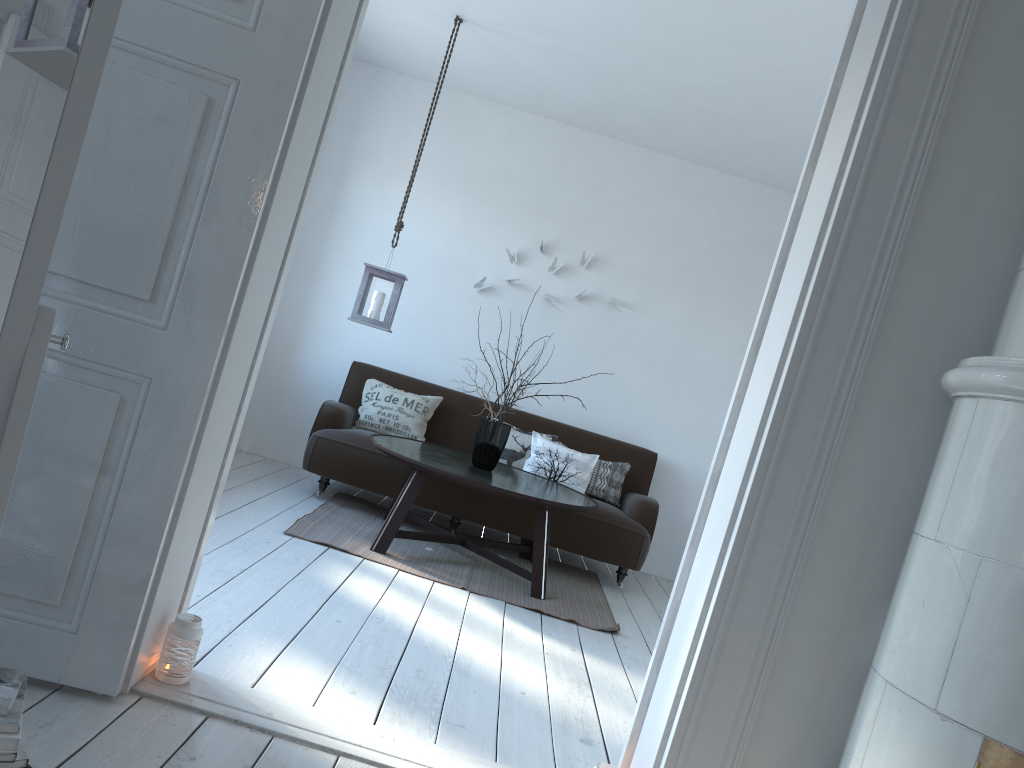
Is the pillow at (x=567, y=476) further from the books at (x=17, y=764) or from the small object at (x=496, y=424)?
the books at (x=17, y=764)

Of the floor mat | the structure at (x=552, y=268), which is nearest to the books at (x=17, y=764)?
the floor mat

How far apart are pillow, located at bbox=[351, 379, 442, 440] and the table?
0.4 meters

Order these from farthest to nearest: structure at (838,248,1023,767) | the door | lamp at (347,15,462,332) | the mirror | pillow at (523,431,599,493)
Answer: pillow at (523,431,599,493), lamp at (347,15,462,332), the door, structure at (838,248,1023,767), the mirror

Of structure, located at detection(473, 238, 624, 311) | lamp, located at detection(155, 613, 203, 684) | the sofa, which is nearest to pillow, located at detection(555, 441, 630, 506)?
the sofa

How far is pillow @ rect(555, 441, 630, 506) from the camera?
5.66m

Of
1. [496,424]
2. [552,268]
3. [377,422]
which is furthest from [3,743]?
[552,268]

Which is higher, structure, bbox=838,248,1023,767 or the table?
structure, bbox=838,248,1023,767

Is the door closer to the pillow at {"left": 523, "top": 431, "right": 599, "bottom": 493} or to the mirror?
the mirror

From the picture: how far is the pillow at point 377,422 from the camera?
5.6m
